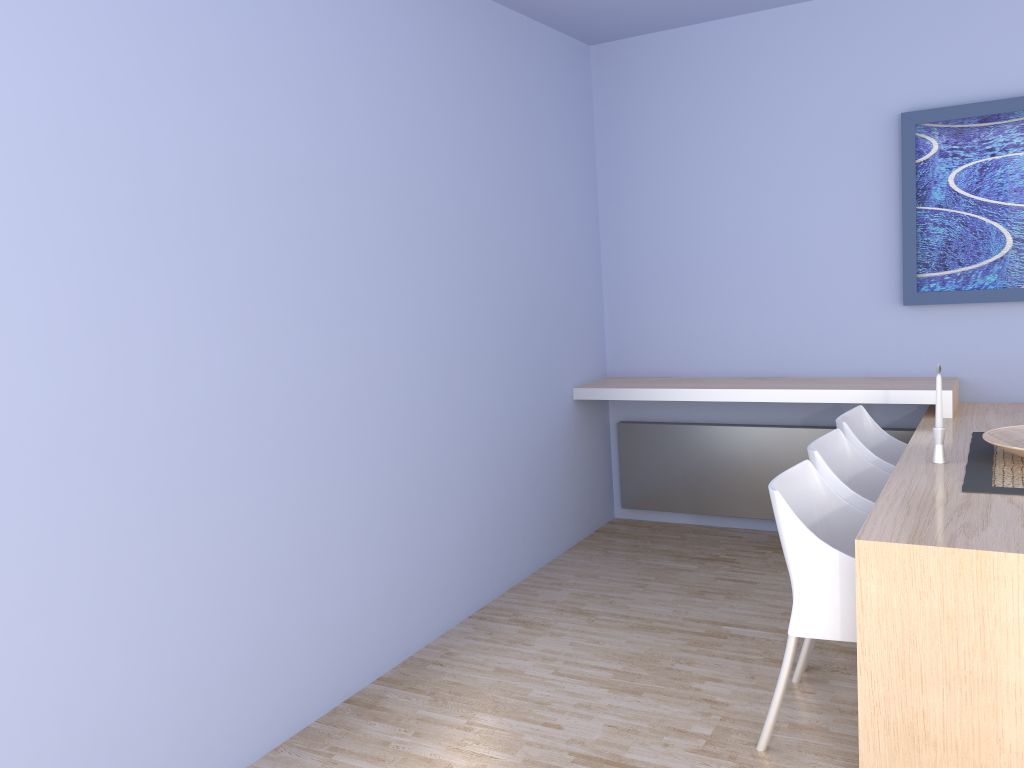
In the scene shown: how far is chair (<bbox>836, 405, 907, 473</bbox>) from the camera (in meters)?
3.51

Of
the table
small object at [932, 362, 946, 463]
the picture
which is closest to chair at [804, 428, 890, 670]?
the table

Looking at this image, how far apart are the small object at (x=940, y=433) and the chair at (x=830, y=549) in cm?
42

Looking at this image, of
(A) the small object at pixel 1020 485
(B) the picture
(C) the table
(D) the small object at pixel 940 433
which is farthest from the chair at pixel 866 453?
(B) the picture

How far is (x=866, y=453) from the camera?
3.51m

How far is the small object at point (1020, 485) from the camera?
2.7m

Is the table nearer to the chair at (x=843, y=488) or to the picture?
the chair at (x=843, y=488)

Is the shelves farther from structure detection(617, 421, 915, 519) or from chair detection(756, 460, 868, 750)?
chair detection(756, 460, 868, 750)

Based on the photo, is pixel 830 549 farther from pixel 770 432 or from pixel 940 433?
pixel 770 432

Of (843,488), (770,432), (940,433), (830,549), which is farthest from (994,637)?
(770,432)
